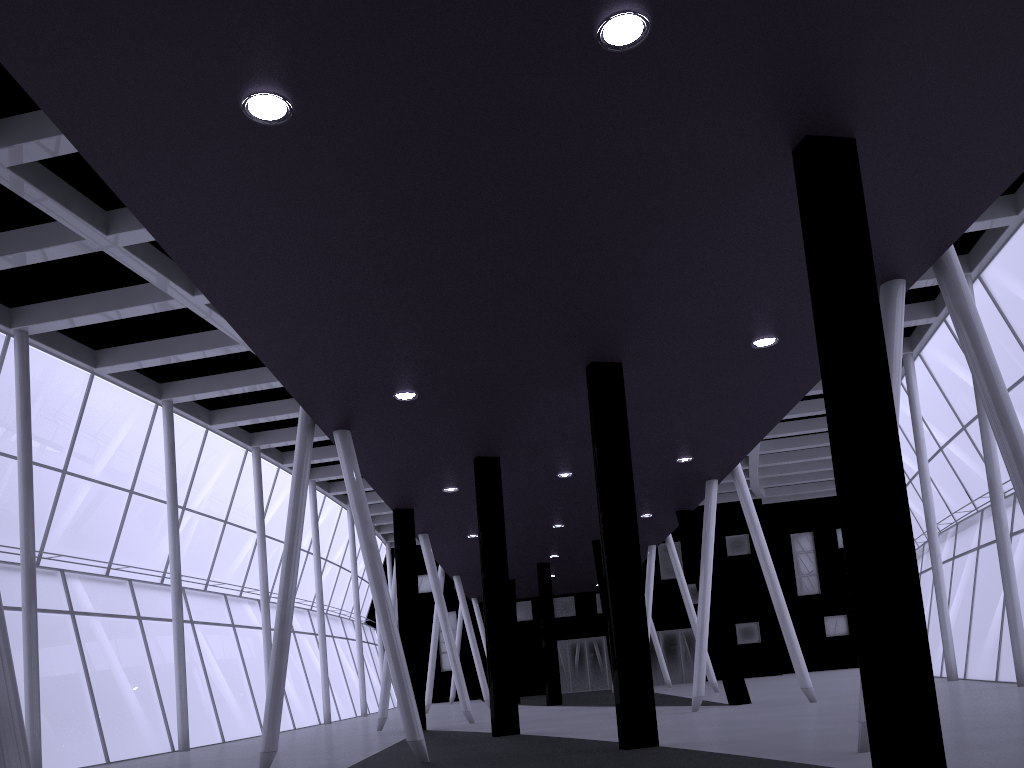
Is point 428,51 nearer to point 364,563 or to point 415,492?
point 364,563

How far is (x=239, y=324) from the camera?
15.03m
